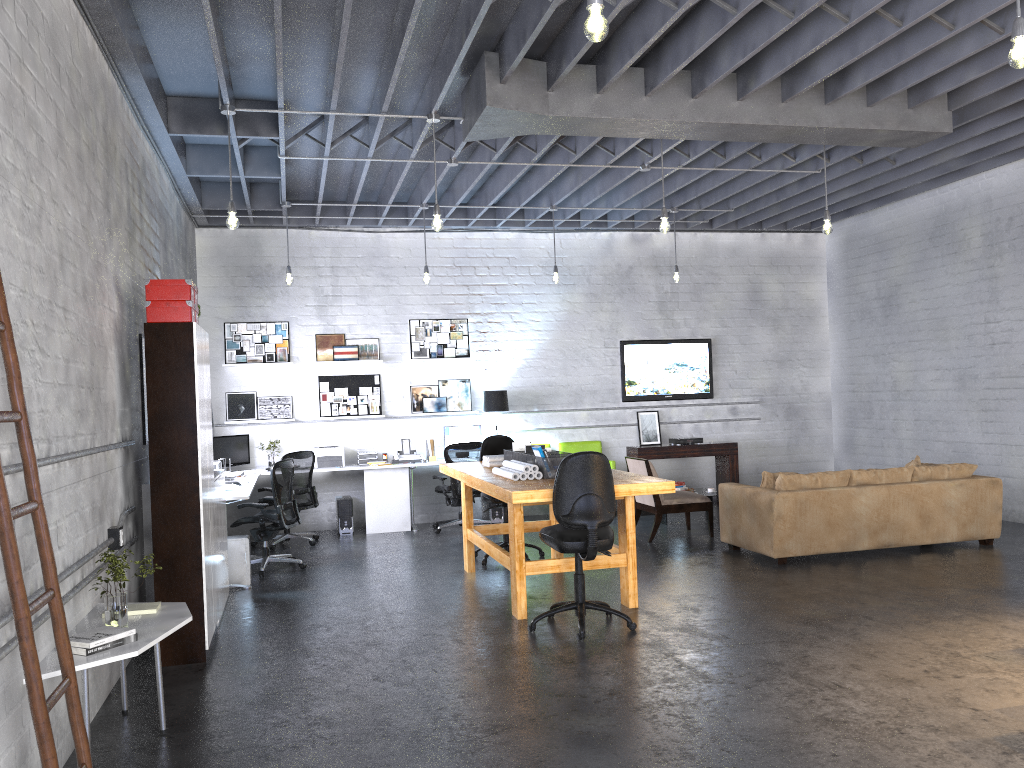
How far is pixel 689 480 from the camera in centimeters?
1192cm

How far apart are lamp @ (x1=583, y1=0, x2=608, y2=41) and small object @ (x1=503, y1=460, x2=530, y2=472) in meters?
3.6

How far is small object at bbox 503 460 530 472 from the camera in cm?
633

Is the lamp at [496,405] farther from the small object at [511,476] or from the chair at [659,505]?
the small object at [511,476]

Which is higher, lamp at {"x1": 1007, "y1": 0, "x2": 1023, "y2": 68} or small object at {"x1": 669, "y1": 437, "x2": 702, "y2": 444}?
lamp at {"x1": 1007, "y1": 0, "x2": 1023, "y2": 68}

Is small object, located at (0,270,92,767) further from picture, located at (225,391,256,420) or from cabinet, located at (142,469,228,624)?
picture, located at (225,391,256,420)

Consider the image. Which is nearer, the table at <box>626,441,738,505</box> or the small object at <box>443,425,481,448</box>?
the small object at <box>443,425,481,448</box>

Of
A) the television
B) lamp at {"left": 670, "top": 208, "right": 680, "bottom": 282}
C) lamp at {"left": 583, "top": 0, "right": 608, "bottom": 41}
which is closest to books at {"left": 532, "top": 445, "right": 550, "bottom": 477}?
lamp at {"left": 583, "top": 0, "right": 608, "bottom": 41}

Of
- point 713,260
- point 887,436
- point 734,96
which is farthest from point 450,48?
point 887,436

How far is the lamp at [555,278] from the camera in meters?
10.1
